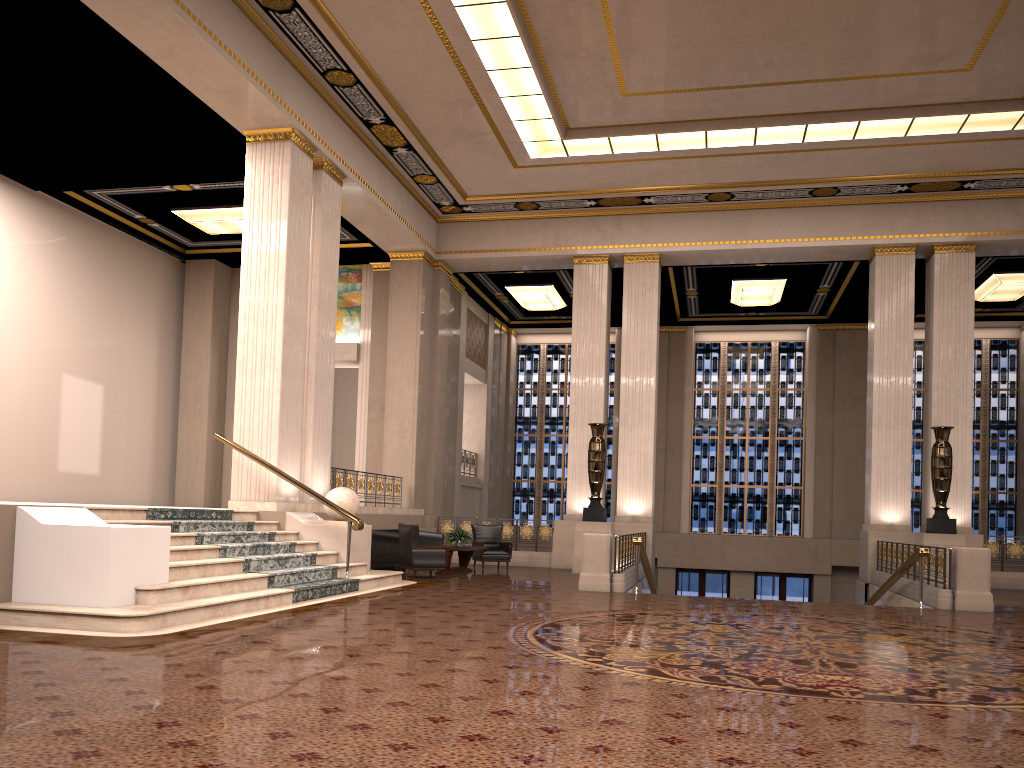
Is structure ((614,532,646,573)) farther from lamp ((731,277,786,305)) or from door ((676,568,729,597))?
door ((676,568,729,597))

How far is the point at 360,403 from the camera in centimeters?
1904cm

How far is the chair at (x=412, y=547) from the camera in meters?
13.3 m

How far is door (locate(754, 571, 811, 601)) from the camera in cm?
2291

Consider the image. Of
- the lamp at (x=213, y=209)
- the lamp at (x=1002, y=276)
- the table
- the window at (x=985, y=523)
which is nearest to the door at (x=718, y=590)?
the window at (x=985, y=523)

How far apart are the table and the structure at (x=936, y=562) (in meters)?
6.83

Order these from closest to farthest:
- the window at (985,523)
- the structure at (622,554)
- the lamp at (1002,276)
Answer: the structure at (622,554) → the lamp at (1002,276) → the window at (985,523)

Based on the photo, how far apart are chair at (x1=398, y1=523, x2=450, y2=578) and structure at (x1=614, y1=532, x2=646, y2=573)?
2.7m

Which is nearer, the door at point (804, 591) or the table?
the table

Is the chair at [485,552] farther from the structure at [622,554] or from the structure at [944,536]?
the structure at [944,536]
